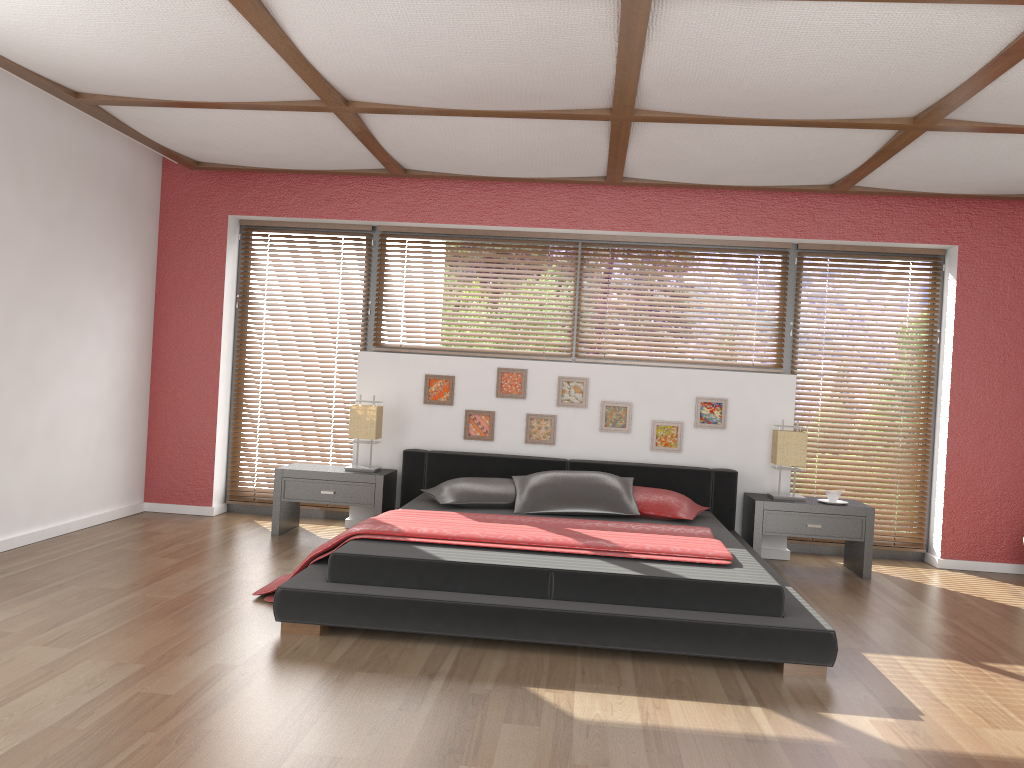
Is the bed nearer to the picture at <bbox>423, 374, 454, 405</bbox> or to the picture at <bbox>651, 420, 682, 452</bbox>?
the picture at <bbox>651, 420, 682, 452</bbox>

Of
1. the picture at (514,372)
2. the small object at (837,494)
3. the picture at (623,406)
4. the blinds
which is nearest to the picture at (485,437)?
the picture at (514,372)

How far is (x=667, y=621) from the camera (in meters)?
3.40

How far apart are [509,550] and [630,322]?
2.6m

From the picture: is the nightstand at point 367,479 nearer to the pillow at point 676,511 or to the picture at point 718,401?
the pillow at point 676,511

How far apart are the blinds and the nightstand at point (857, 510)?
0.48m

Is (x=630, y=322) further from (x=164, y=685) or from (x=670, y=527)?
(x=164, y=685)

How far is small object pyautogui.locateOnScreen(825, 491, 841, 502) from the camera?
5.4m

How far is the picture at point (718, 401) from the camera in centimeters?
578cm

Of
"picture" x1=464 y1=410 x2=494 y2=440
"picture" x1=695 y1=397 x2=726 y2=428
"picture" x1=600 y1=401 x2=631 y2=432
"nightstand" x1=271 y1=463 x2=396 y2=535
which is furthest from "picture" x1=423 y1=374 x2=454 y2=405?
"picture" x1=695 y1=397 x2=726 y2=428
